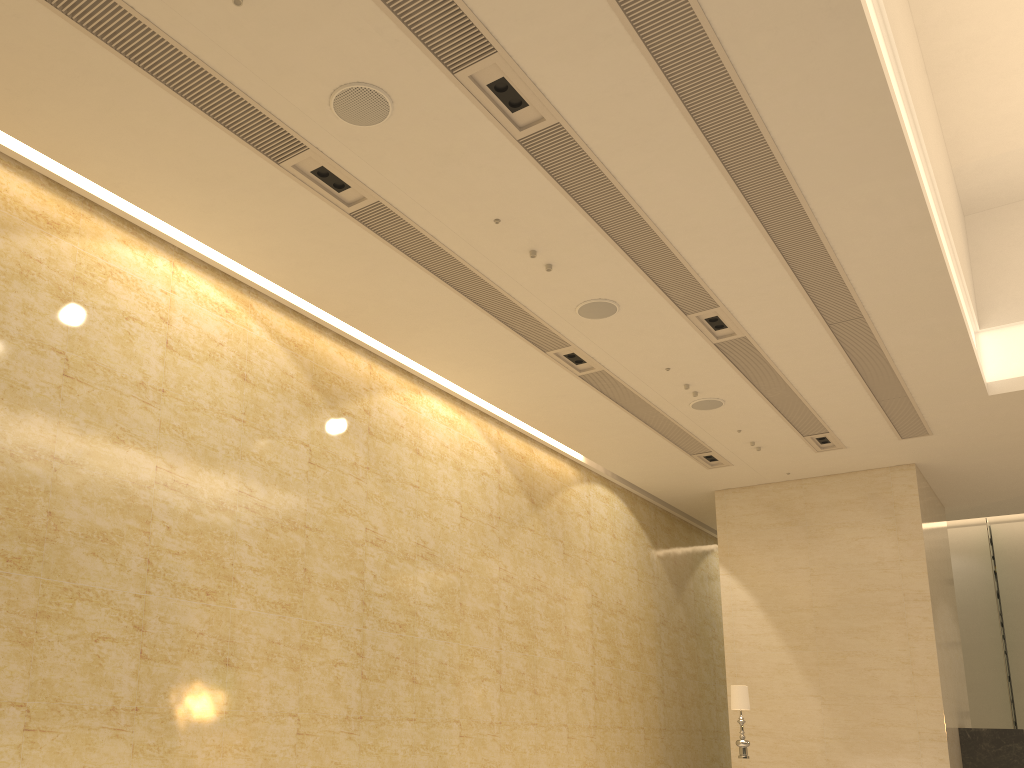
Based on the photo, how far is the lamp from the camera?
12.2 meters

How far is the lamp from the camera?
12.2m

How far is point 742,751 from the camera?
12.2 meters
